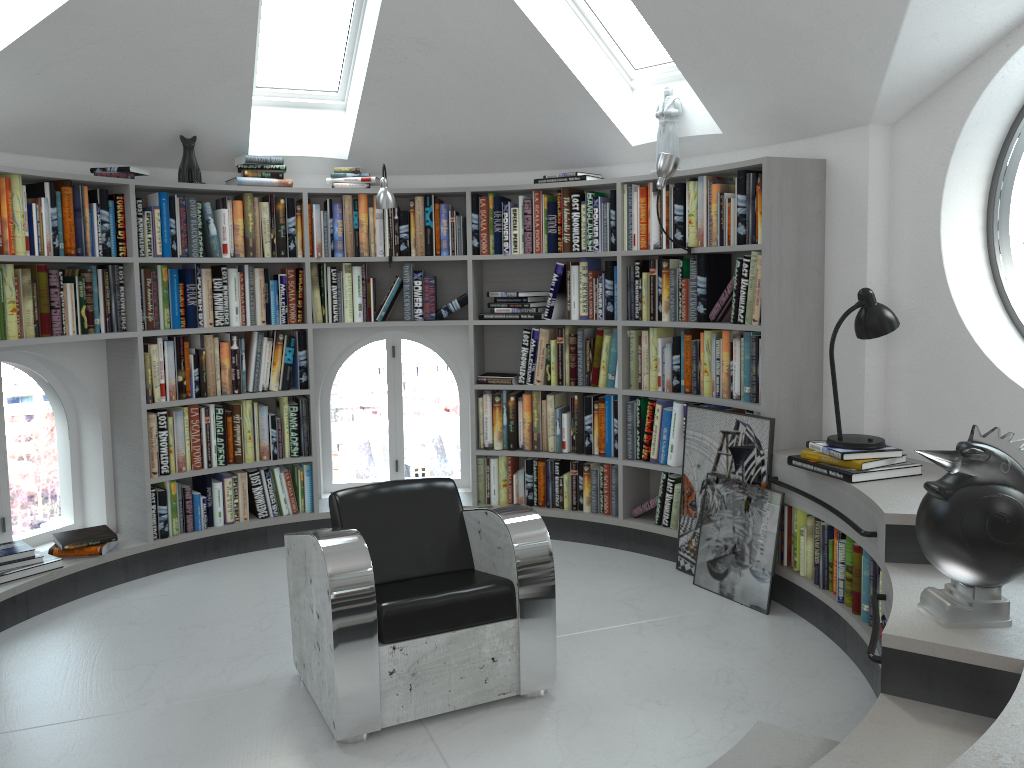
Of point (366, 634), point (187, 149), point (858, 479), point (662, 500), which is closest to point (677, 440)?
point (662, 500)

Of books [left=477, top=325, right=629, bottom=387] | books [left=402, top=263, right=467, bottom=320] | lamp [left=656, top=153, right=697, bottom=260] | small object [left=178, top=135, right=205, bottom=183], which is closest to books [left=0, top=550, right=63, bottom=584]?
small object [left=178, top=135, right=205, bottom=183]

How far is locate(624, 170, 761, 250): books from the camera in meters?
4.2 m

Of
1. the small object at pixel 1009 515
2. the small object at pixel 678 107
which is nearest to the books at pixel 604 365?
the small object at pixel 678 107

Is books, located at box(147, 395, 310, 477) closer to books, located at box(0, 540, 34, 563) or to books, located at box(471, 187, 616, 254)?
books, located at box(0, 540, 34, 563)

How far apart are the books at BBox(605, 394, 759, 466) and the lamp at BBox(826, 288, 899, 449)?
1.03m

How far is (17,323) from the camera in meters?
4.1 m

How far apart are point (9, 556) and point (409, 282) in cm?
247

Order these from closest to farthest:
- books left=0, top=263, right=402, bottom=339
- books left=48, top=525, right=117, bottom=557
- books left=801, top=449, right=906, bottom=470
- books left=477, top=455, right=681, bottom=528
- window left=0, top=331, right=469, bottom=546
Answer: books left=801, top=449, right=906, bottom=470
books left=0, top=263, right=402, bottom=339
books left=48, top=525, right=117, bottom=557
books left=477, top=455, right=681, bottom=528
window left=0, top=331, right=469, bottom=546

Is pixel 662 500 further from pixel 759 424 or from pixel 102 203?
pixel 102 203
